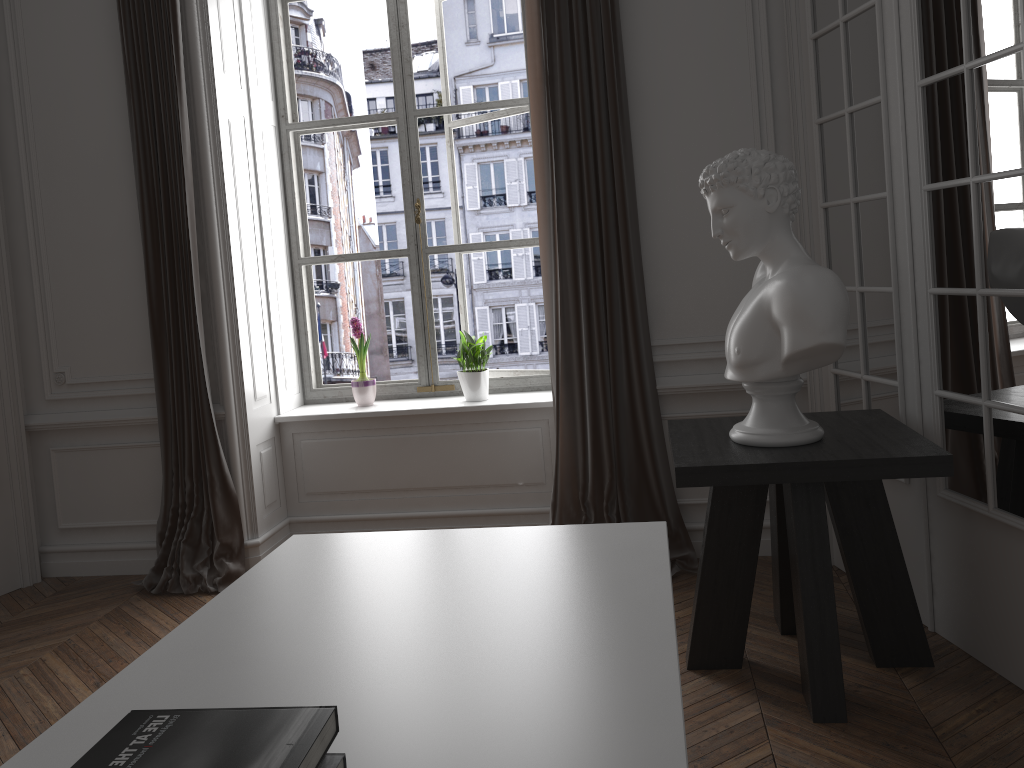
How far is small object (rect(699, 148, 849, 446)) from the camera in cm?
247

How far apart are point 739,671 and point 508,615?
1.6m

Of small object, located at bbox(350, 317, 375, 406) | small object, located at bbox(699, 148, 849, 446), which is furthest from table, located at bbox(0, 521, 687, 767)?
small object, located at bbox(350, 317, 375, 406)

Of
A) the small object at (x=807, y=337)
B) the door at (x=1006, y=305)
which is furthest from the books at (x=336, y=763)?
the door at (x=1006, y=305)

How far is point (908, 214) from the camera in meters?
2.9 m

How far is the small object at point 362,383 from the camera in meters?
4.6 m

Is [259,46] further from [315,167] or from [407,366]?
[407,366]

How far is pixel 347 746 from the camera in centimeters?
119cm

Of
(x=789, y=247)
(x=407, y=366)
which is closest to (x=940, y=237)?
(x=789, y=247)

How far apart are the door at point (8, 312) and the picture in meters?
1.4 m
